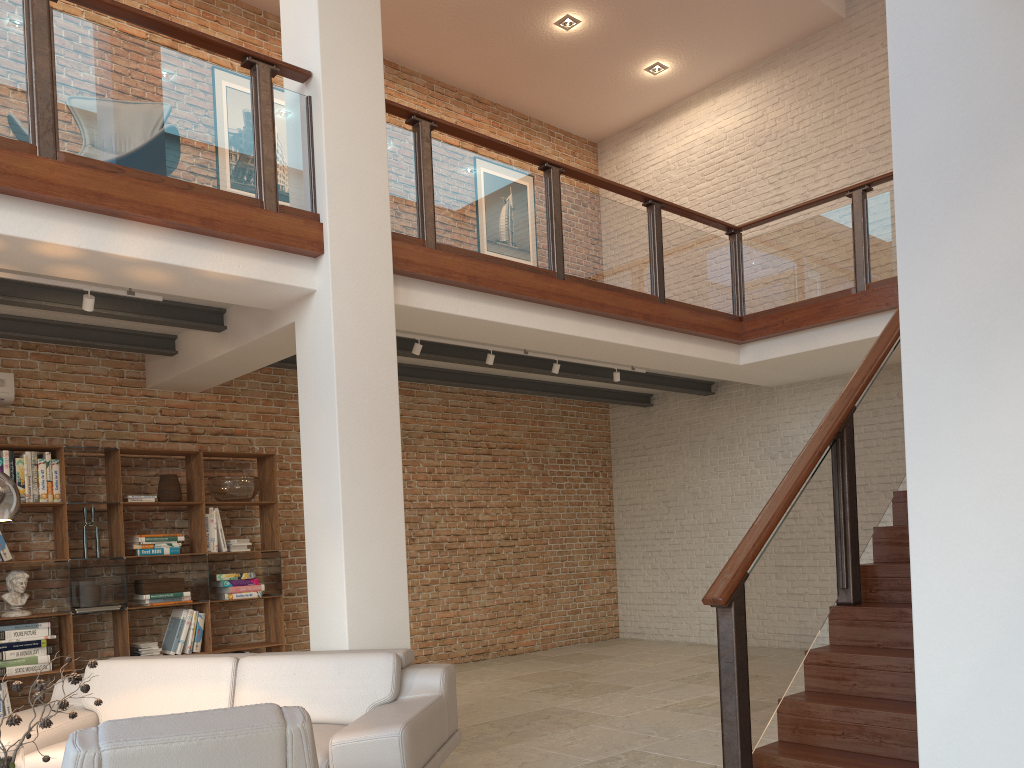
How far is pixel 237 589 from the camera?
7.3m

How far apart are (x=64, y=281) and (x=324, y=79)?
2.1m

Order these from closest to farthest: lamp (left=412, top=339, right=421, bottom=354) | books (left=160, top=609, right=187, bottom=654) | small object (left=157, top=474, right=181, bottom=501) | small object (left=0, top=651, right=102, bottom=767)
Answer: small object (left=0, top=651, right=102, bottom=767)
lamp (left=412, top=339, right=421, bottom=354)
books (left=160, top=609, right=187, bottom=654)
small object (left=157, top=474, right=181, bottom=501)

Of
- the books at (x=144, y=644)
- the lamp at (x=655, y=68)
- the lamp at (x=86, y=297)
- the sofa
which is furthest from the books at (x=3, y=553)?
the lamp at (x=655, y=68)

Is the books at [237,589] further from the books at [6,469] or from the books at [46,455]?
the books at [6,469]

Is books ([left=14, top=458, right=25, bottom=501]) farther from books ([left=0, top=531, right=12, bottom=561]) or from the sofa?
the sofa

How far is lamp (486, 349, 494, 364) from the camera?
7.14m

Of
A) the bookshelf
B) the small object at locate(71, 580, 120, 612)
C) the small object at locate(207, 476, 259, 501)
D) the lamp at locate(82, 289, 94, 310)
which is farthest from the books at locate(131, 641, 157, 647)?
the lamp at locate(82, 289, 94, 310)

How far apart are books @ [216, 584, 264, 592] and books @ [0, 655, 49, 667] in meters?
1.5 m

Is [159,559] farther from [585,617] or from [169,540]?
[585,617]
